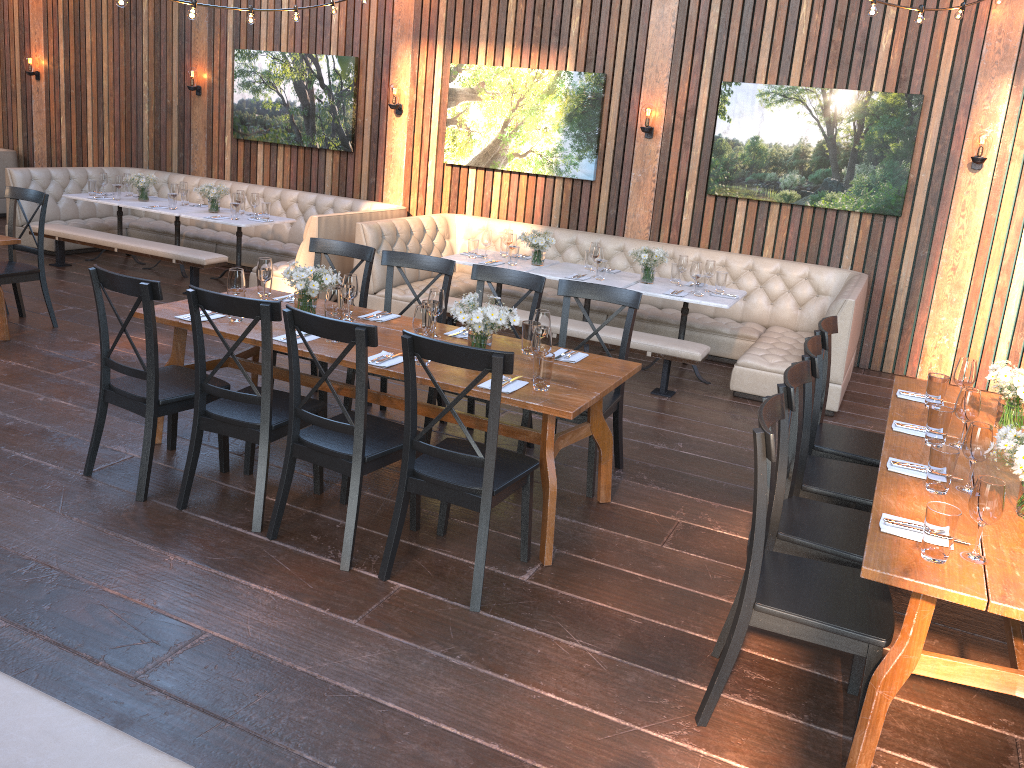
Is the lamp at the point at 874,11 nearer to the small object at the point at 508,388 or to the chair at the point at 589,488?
the chair at the point at 589,488

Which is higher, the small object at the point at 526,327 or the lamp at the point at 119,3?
the lamp at the point at 119,3

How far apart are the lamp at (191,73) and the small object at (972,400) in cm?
917

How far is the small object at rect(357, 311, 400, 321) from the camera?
4.8m

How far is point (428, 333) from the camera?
3.9m

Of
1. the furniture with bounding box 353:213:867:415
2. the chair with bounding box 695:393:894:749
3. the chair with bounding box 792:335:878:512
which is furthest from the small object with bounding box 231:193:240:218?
the chair with bounding box 695:393:894:749

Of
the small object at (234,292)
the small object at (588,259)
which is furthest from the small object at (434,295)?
the small object at (588,259)

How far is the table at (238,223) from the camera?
8.21m

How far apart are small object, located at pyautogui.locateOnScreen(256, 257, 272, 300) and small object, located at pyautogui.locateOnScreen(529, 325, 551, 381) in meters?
1.8

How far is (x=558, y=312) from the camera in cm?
803
